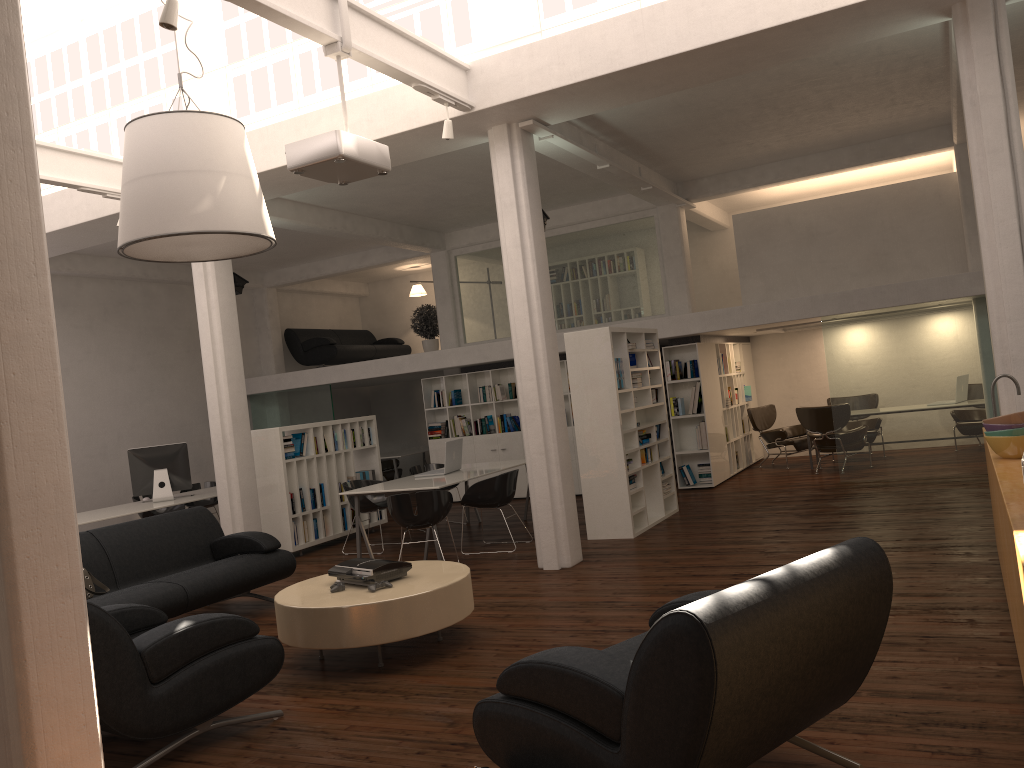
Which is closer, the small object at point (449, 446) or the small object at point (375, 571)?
the small object at point (375, 571)

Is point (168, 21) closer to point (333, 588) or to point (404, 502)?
point (333, 588)

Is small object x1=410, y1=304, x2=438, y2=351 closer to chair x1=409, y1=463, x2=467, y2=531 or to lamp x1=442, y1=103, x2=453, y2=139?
chair x1=409, y1=463, x2=467, y2=531

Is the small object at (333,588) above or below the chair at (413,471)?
below

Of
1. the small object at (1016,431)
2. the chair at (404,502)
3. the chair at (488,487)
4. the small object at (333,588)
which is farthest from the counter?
the chair at (488,487)

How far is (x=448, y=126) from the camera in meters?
8.9 m

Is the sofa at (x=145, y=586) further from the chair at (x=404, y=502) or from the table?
the table

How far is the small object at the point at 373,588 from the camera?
6.97m

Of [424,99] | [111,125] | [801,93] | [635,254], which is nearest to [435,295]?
[635,254]

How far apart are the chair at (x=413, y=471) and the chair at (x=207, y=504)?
4.3 meters
